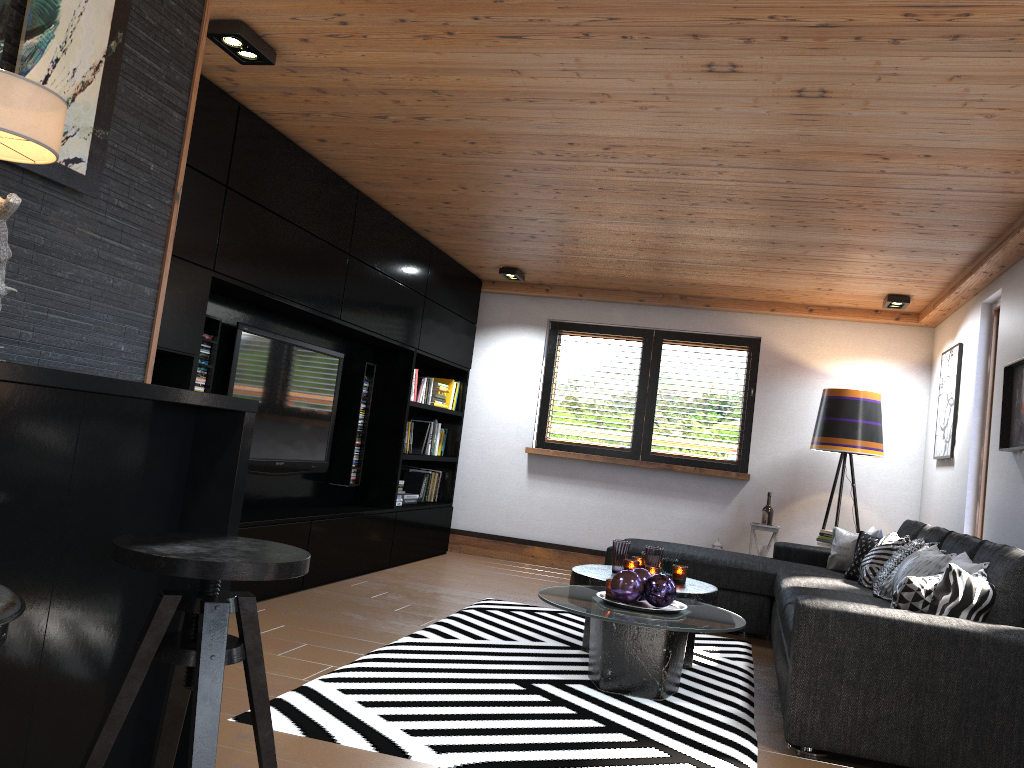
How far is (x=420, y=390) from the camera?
7.0 meters

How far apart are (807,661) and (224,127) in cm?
328

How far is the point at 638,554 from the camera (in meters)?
5.56

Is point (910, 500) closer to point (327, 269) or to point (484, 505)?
point (484, 505)

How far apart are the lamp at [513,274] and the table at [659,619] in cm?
300

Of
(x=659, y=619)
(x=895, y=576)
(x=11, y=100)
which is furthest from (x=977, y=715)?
(x=11, y=100)

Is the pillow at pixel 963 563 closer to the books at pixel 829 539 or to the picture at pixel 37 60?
the books at pixel 829 539

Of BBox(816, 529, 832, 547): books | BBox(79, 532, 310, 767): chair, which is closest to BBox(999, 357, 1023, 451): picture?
BBox(816, 529, 832, 547): books

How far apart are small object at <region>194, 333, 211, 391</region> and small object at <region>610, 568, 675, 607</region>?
2.2 meters

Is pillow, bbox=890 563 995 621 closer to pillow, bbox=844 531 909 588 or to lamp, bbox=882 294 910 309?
pillow, bbox=844 531 909 588
